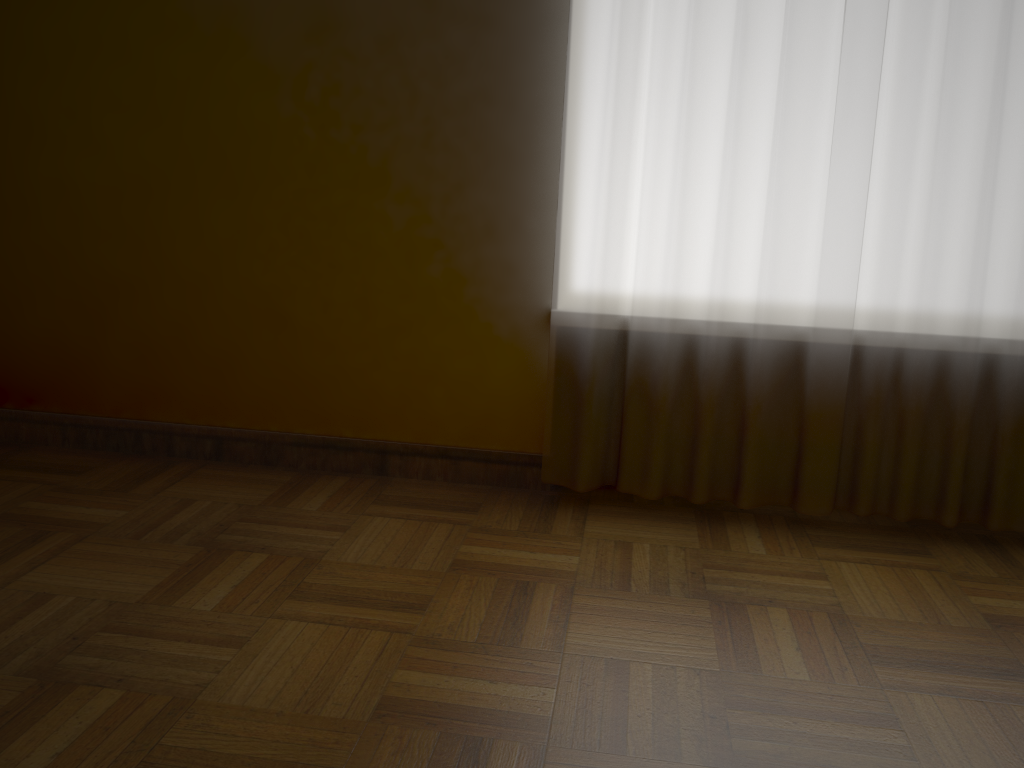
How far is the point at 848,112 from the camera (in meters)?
1.95

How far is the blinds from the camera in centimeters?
195cm

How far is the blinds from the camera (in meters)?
1.95

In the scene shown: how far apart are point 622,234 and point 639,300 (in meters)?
0.16

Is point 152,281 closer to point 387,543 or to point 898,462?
point 387,543
